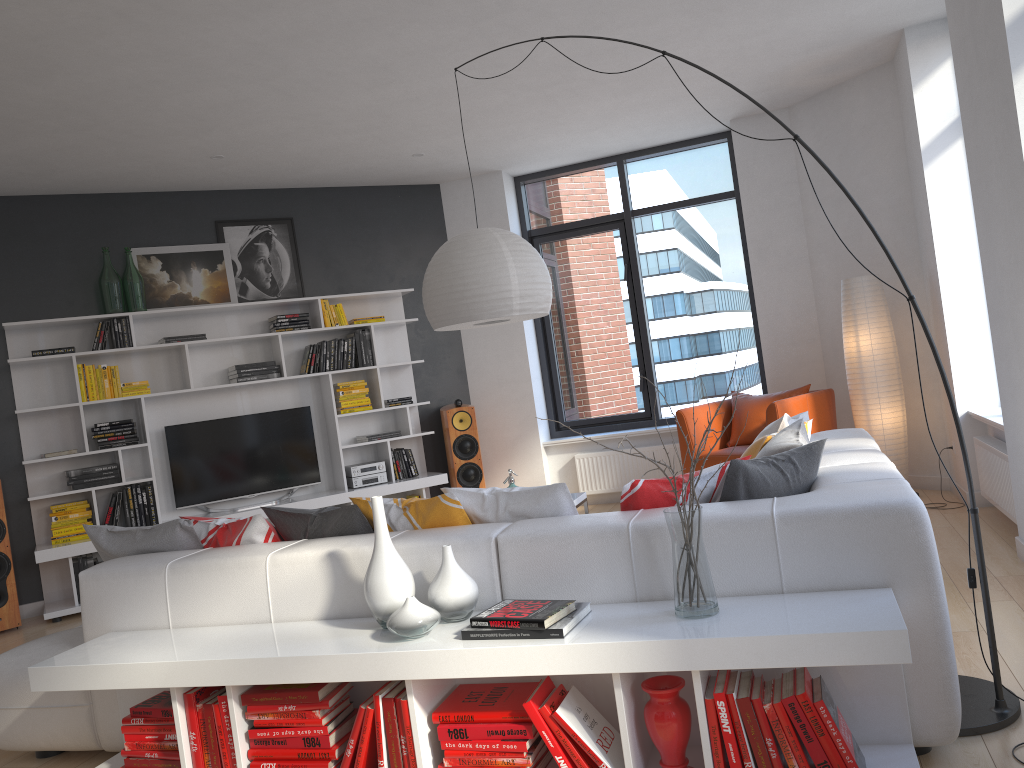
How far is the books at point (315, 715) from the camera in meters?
2.6 m

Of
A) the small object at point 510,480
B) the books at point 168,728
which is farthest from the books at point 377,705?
the small object at point 510,480

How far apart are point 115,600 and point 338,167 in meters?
4.4

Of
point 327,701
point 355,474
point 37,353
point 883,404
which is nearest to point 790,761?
point 327,701

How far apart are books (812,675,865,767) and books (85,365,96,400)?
5.52m

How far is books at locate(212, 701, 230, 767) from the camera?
2.7m

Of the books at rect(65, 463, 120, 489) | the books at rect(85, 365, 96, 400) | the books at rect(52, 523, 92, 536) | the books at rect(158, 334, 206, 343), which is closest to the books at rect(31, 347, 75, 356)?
the books at rect(85, 365, 96, 400)

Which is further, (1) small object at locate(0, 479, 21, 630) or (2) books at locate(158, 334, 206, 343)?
(2) books at locate(158, 334, 206, 343)

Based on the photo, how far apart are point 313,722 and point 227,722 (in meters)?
0.29

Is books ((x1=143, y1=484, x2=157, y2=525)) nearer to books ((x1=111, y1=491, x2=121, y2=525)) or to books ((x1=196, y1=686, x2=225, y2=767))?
books ((x1=111, y1=491, x2=121, y2=525))
